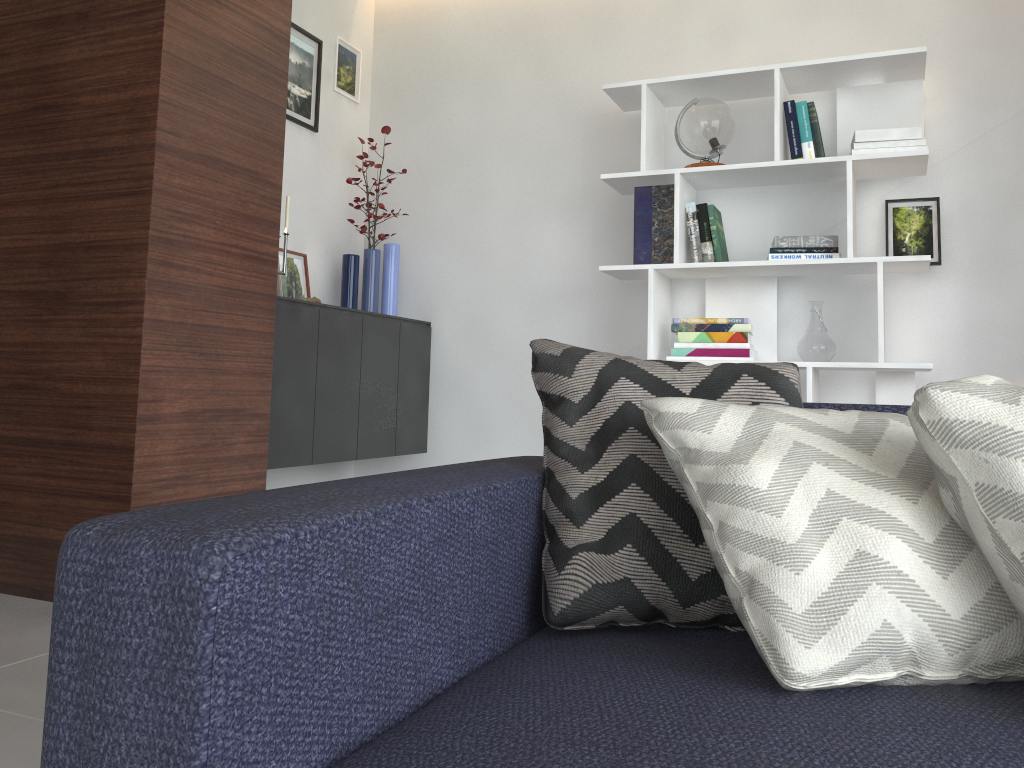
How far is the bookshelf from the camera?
3.04m

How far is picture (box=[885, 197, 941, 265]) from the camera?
3.2 meters

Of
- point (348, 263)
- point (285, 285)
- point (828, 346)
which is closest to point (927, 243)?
point (828, 346)

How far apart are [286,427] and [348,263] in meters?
1.0

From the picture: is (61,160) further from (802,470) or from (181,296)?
(802,470)

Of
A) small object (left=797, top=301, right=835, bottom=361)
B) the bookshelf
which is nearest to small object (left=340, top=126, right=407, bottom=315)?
the bookshelf

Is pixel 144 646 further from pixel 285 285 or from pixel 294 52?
pixel 294 52

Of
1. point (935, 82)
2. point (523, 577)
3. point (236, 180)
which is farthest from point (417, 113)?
point (523, 577)

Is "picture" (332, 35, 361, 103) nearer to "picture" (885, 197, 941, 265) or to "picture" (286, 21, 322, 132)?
"picture" (286, 21, 322, 132)

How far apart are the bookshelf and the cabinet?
Result: 0.9m
